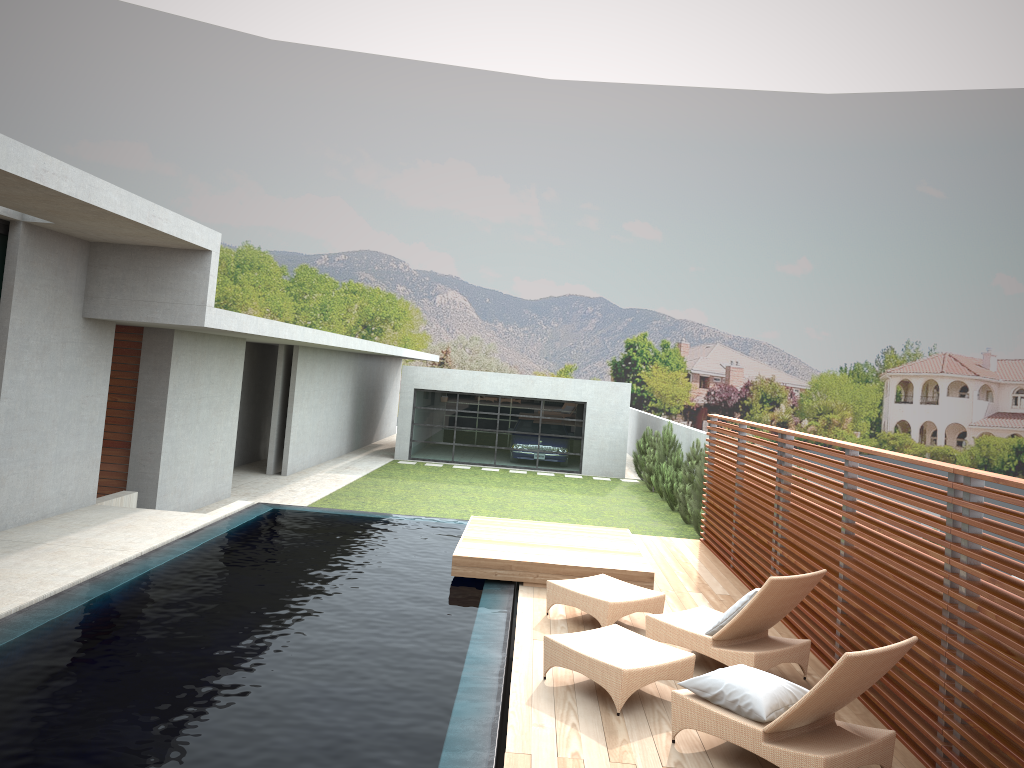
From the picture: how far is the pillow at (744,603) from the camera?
6.45m

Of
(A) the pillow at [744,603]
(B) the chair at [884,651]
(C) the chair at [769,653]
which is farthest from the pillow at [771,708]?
(A) the pillow at [744,603]

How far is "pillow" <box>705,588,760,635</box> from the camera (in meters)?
6.45

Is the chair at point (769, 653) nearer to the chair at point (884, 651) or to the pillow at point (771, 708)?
the chair at point (884, 651)

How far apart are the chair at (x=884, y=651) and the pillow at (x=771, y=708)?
0.0m

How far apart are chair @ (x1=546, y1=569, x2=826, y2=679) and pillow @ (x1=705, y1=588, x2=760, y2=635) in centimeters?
7cm

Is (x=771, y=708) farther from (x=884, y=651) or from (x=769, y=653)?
(x=769, y=653)

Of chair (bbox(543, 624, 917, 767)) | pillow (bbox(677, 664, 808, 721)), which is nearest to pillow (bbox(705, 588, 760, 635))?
chair (bbox(543, 624, 917, 767))

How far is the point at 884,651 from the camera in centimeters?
466cm

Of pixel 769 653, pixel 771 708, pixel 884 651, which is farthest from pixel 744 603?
pixel 884 651
